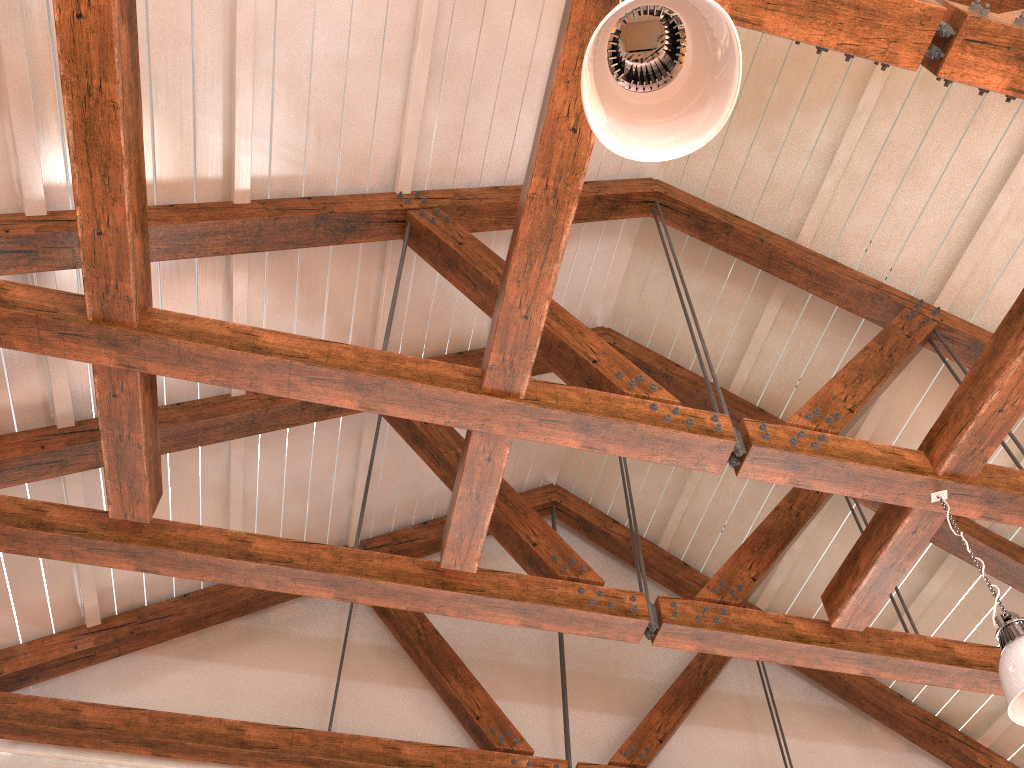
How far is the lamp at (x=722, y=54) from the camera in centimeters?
169cm

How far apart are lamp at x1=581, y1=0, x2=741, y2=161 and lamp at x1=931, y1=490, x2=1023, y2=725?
2.0 meters

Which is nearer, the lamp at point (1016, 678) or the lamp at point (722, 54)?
the lamp at point (722, 54)

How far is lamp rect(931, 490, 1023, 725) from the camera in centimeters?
270cm

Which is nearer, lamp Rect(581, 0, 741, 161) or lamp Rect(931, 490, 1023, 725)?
lamp Rect(581, 0, 741, 161)

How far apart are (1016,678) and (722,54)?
2.2 meters

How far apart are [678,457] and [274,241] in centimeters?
210cm

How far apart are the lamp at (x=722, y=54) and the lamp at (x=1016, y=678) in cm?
205
